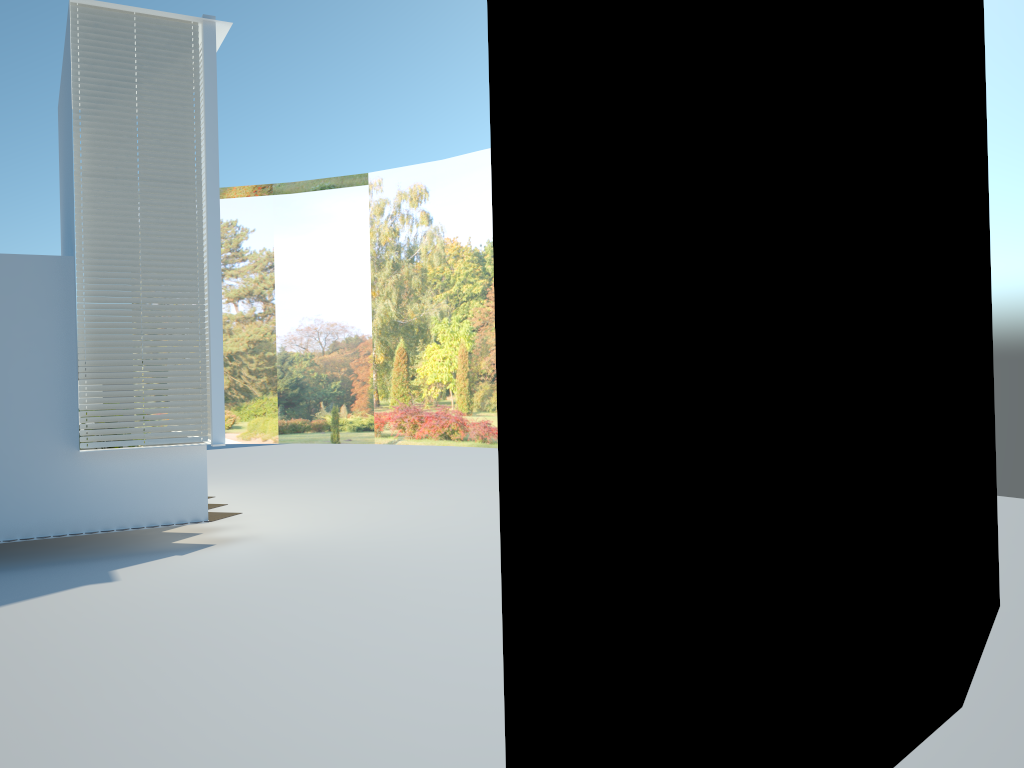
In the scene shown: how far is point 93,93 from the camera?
8.4 meters

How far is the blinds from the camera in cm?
845

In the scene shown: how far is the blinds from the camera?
8.45m
